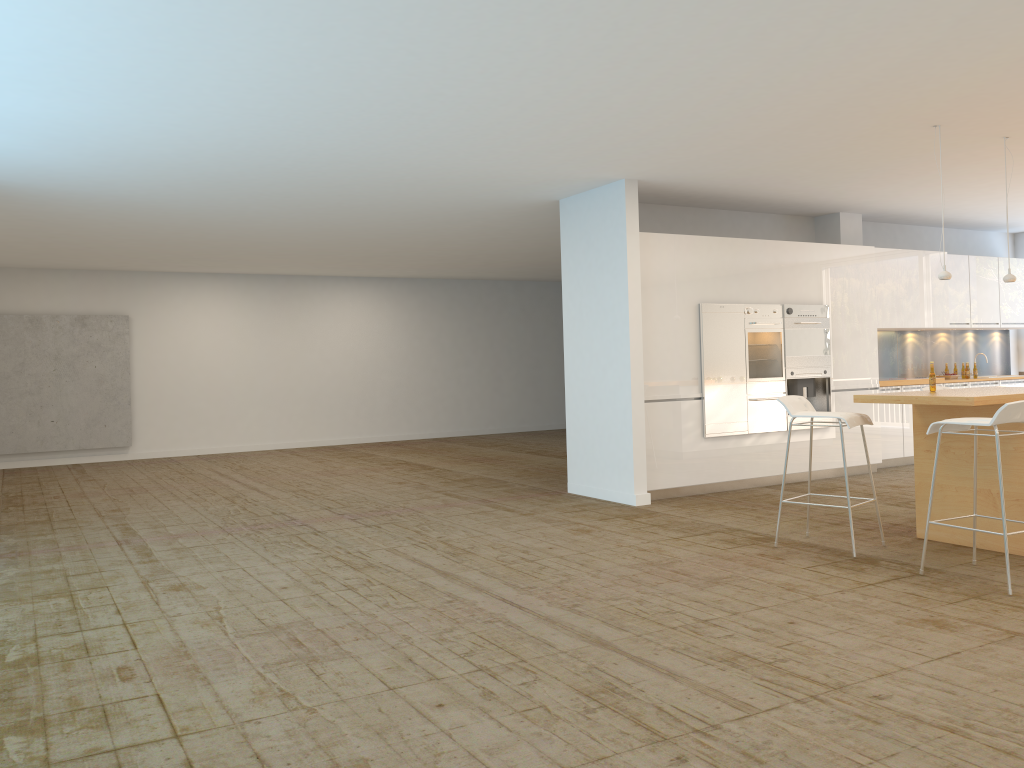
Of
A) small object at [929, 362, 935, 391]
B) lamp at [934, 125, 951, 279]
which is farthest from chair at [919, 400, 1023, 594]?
lamp at [934, 125, 951, 279]

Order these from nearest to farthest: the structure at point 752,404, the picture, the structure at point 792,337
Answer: the structure at point 752,404 → the structure at point 792,337 → the picture

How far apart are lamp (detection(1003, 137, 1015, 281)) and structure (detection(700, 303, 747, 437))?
2.5m

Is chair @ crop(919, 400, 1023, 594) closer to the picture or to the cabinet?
the cabinet

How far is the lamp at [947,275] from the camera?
6.5m

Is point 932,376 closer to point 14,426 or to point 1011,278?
point 1011,278

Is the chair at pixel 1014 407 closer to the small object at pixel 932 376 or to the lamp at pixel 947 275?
the small object at pixel 932 376

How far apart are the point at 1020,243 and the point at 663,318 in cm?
725

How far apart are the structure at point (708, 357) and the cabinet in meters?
0.1

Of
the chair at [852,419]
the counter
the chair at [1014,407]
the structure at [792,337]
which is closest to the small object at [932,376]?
the counter
